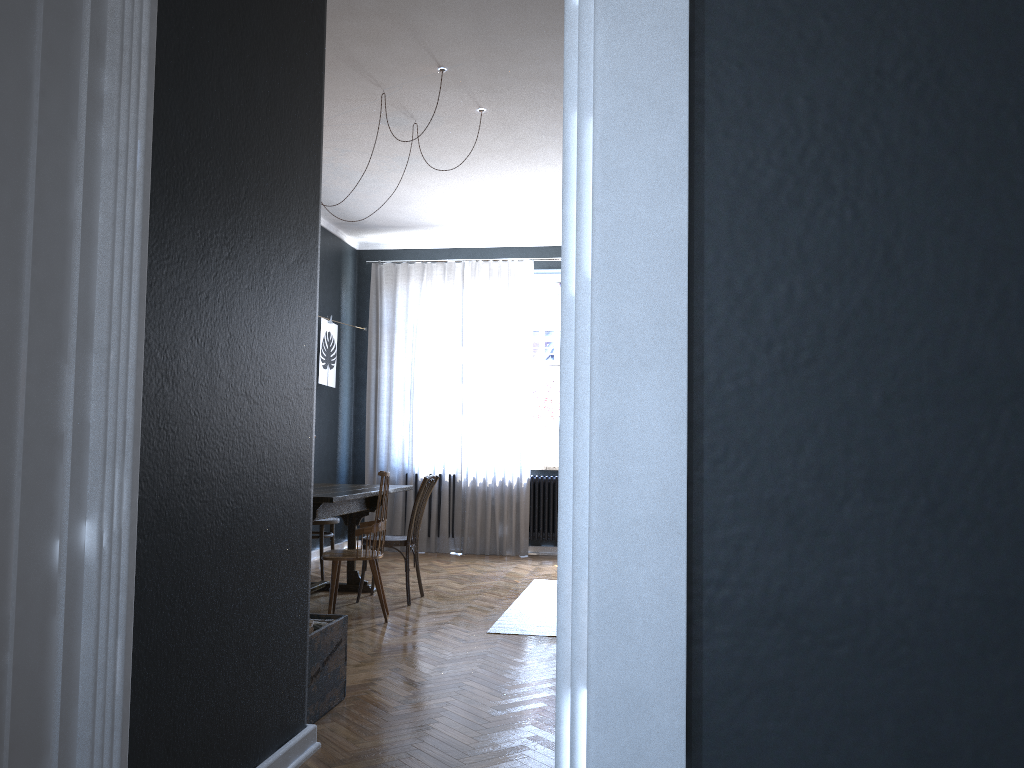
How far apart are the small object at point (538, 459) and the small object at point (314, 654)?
5.0 meters

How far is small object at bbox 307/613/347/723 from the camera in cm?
316

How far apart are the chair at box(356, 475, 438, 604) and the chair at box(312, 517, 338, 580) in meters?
0.9 m

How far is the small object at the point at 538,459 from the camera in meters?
8.4

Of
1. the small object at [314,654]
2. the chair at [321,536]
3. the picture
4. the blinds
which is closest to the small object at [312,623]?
the small object at [314,654]

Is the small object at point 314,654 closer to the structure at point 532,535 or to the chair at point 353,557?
the chair at point 353,557

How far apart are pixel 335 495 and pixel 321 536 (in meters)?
1.70

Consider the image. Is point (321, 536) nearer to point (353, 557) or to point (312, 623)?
point (353, 557)

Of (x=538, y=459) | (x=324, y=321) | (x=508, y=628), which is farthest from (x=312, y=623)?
(x=538, y=459)

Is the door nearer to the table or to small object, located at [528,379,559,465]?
the table
